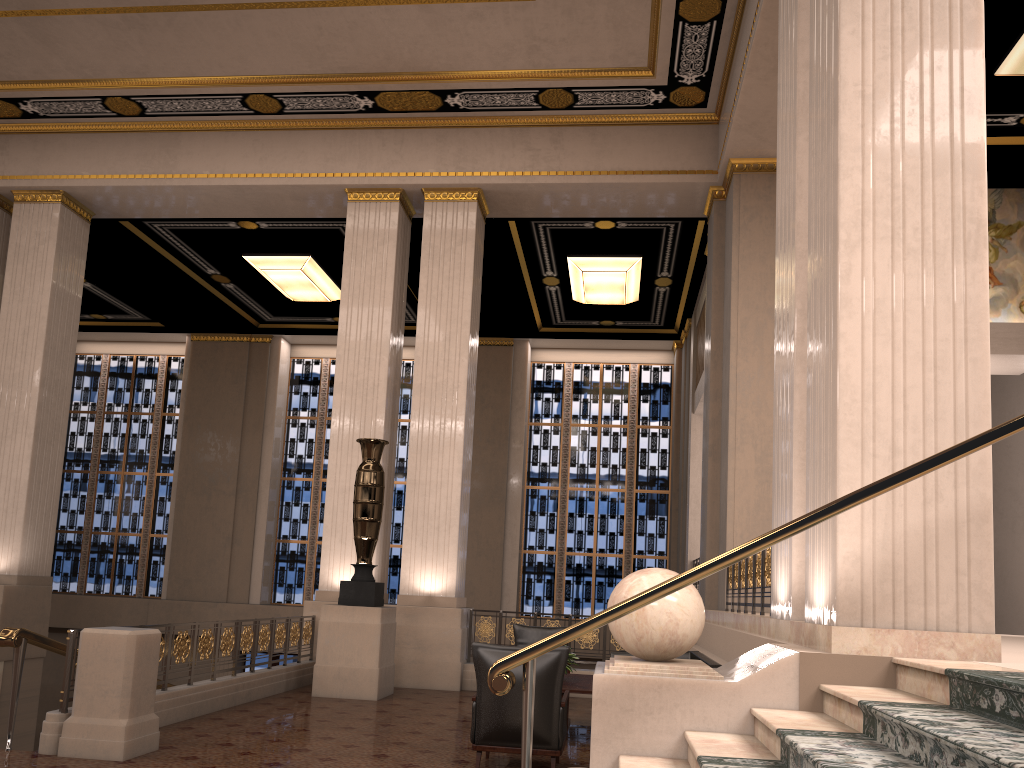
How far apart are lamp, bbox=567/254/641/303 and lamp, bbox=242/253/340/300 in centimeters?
433cm

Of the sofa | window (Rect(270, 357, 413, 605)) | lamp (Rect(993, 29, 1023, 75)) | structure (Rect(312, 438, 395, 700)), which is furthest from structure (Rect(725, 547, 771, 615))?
window (Rect(270, 357, 413, 605))

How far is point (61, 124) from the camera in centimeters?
1237cm

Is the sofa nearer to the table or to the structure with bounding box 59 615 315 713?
the table

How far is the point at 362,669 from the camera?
8.9m

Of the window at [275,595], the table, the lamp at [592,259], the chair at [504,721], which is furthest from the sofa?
the window at [275,595]

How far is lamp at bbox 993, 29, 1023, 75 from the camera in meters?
8.5 m

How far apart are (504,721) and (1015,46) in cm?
784

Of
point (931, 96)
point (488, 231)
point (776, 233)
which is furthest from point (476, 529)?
point (931, 96)

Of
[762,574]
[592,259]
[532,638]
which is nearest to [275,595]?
[592,259]
